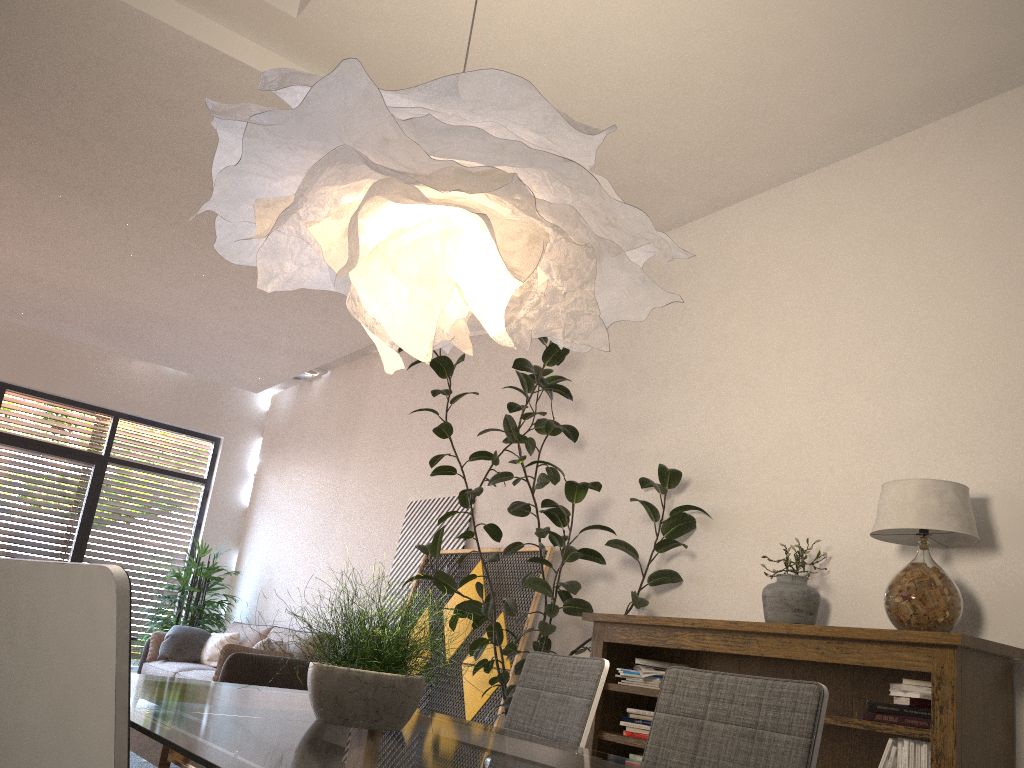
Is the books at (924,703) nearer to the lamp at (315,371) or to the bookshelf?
the bookshelf

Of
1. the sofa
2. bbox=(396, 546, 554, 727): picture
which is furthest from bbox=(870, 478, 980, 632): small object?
the sofa

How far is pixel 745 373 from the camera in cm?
465

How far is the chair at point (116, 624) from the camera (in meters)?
0.92

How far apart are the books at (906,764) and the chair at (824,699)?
1.6m

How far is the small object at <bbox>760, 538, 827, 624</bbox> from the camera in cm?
370

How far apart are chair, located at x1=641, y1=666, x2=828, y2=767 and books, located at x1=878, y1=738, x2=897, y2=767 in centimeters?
159cm

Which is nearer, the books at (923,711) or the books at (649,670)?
the books at (923,711)

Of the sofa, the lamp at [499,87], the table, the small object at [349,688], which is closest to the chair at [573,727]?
the table

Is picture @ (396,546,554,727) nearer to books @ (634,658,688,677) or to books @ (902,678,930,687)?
books @ (634,658,688,677)
